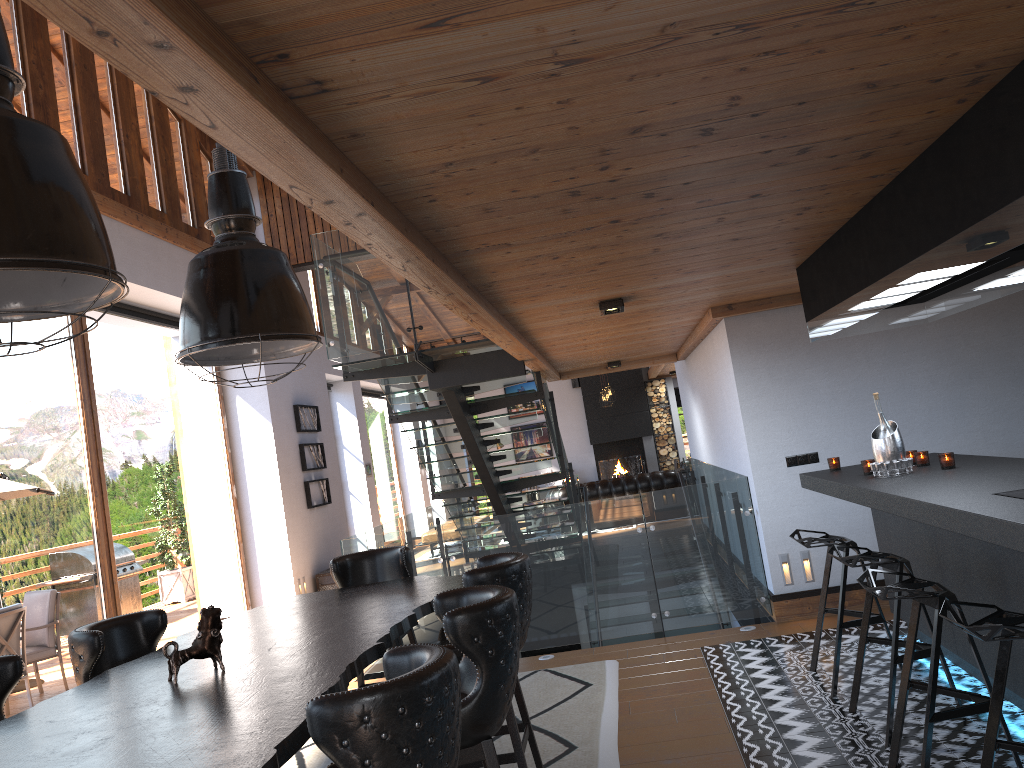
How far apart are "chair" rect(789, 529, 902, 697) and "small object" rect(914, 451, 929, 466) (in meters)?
0.60

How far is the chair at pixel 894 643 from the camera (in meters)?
3.98

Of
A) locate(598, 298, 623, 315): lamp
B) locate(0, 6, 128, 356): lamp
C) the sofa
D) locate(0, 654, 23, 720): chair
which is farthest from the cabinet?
the sofa

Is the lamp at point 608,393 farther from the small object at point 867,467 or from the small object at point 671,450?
the small object at point 867,467

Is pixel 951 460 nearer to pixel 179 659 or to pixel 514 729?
pixel 514 729

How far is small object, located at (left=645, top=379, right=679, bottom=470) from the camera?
19.7 meters

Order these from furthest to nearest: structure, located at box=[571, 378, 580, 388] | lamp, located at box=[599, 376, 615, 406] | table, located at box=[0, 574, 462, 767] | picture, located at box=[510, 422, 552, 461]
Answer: picture, located at box=[510, 422, 552, 461]
structure, located at box=[571, 378, 580, 388]
lamp, located at box=[599, 376, 615, 406]
table, located at box=[0, 574, 462, 767]

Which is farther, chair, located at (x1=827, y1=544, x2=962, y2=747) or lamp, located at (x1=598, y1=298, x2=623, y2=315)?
lamp, located at (x1=598, y1=298, x2=623, y2=315)

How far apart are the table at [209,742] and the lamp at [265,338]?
1.18m

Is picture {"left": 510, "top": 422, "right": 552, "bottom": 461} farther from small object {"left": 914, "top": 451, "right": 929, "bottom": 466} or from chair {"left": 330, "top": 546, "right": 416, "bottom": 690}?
small object {"left": 914, "top": 451, "right": 929, "bottom": 466}
